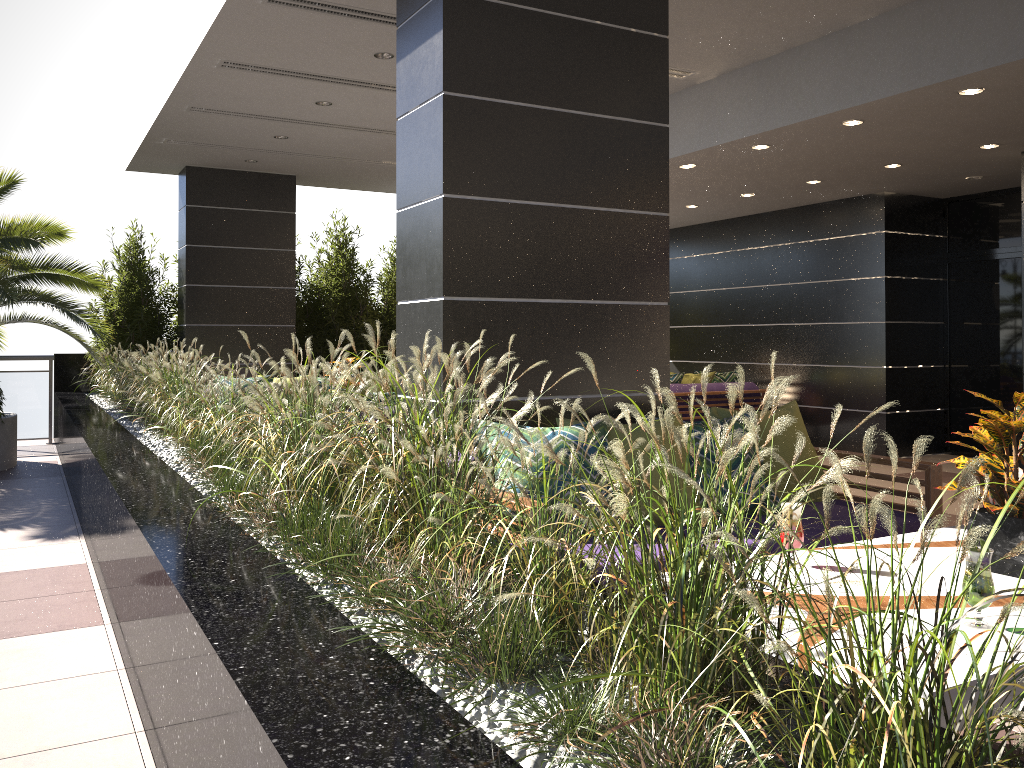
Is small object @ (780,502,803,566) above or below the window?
below

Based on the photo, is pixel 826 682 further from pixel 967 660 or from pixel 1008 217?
pixel 1008 217

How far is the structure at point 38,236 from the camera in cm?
797

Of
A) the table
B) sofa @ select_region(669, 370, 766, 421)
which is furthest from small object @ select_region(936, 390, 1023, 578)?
sofa @ select_region(669, 370, 766, 421)

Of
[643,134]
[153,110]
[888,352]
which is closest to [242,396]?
[643,134]

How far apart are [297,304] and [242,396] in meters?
8.5

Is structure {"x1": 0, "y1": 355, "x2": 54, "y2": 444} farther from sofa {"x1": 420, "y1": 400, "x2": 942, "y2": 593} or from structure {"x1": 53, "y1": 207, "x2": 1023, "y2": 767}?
sofa {"x1": 420, "y1": 400, "x2": 942, "y2": 593}

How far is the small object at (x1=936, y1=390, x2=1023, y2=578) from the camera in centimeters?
252cm

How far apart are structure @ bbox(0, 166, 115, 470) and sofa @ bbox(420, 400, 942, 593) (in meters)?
5.68

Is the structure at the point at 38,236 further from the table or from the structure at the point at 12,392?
the table
